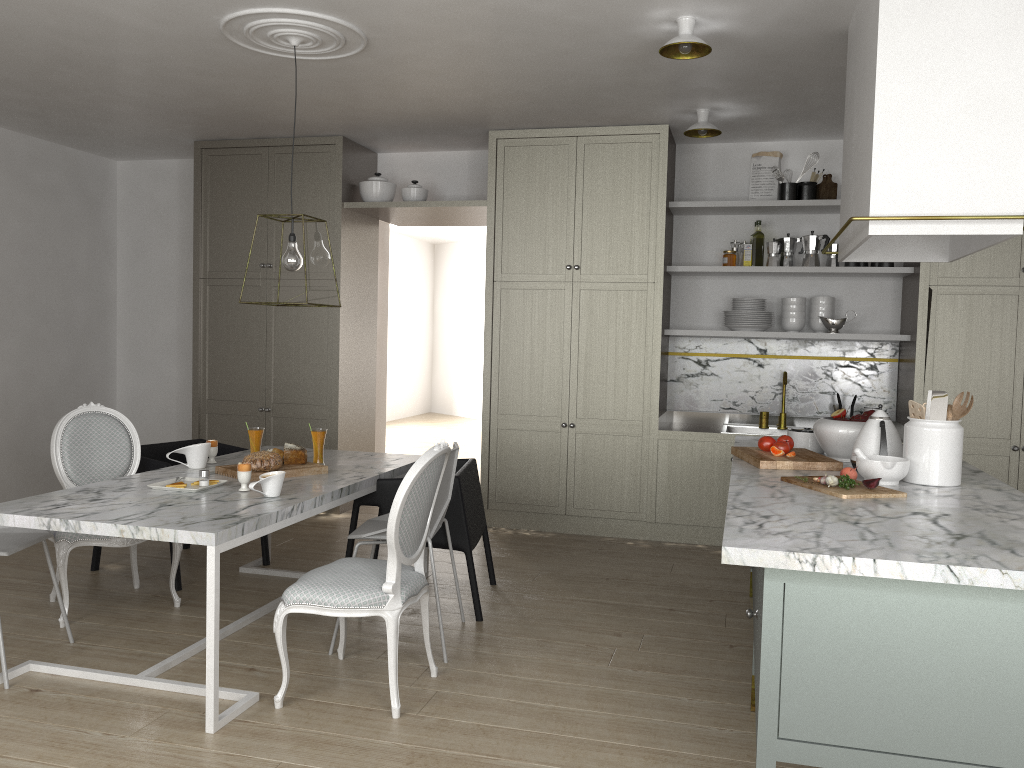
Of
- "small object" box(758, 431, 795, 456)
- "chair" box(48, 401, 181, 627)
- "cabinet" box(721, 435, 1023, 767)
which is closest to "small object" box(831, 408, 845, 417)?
"small object" box(758, 431, 795, 456)

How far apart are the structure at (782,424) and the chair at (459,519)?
2.0 meters

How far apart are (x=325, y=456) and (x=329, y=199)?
2.1m

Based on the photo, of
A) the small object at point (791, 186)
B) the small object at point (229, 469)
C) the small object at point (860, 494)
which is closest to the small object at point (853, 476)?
the small object at point (860, 494)

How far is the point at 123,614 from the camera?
3.6m

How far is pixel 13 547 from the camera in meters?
2.9

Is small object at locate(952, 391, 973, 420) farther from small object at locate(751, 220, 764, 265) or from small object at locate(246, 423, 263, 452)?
small object at locate(246, 423, 263, 452)

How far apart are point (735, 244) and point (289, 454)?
3.0 meters

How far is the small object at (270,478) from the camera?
3.05m

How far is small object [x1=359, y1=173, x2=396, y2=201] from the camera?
5.56m
